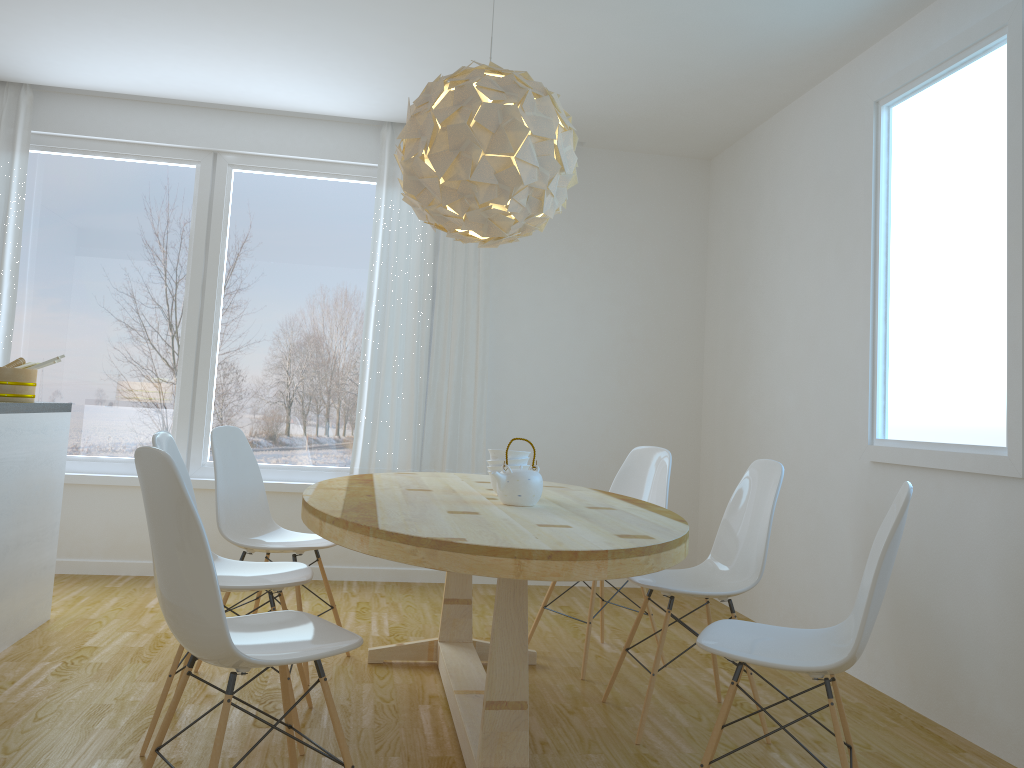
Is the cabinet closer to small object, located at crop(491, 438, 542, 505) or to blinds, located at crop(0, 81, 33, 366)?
blinds, located at crop(0, 81, 33, 366)

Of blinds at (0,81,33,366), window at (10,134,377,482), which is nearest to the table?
window at (10,134,377,482)

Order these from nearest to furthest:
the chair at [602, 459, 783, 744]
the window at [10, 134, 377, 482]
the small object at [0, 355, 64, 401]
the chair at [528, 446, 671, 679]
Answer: the chair at [602, 459, 783, 744] < the small object at [0, 355, 64, 401] < the chair at [528, 446, 671, 679] < the window at [10, 134, 377, 482]

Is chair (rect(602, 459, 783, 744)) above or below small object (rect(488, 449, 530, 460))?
below

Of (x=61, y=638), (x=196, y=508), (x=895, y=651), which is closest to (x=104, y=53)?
(x=61, y=638)

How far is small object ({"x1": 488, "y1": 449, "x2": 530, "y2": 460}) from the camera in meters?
3.1

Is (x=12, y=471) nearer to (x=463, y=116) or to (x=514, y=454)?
(x=514, y=454)

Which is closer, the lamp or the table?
the table

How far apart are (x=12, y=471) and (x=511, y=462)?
1.94m

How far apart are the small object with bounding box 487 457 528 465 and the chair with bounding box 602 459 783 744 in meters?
0.6 m
